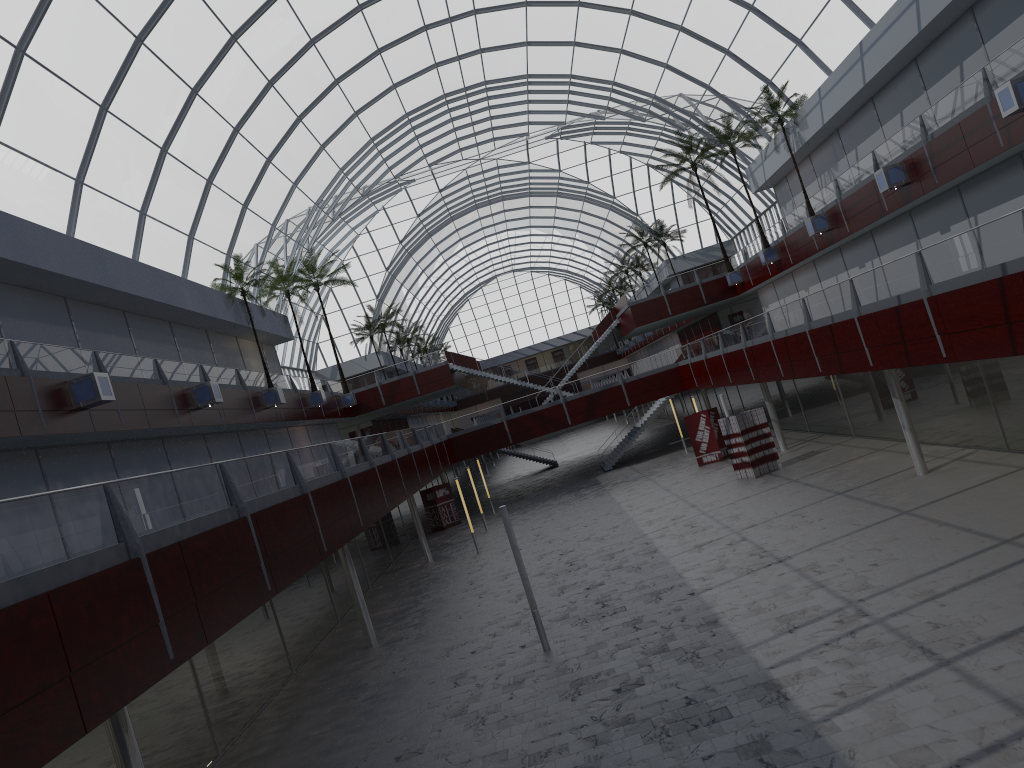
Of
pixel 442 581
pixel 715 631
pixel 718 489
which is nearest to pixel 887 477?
pixel 718 489
